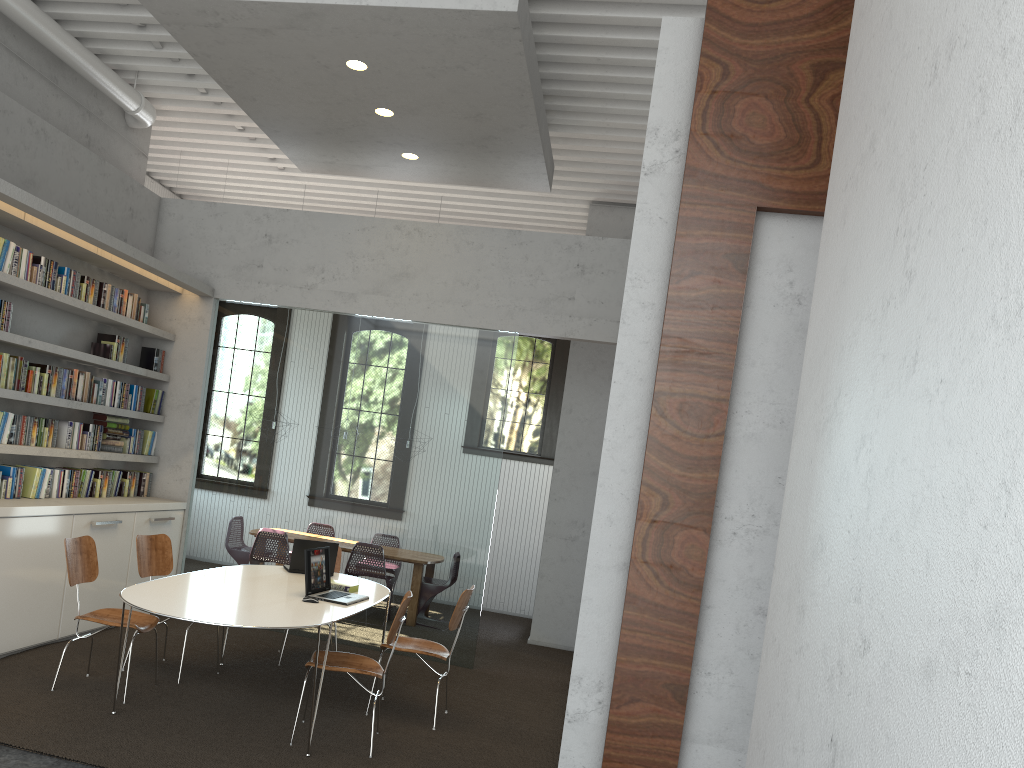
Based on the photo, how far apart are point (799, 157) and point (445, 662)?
5.1 meters
